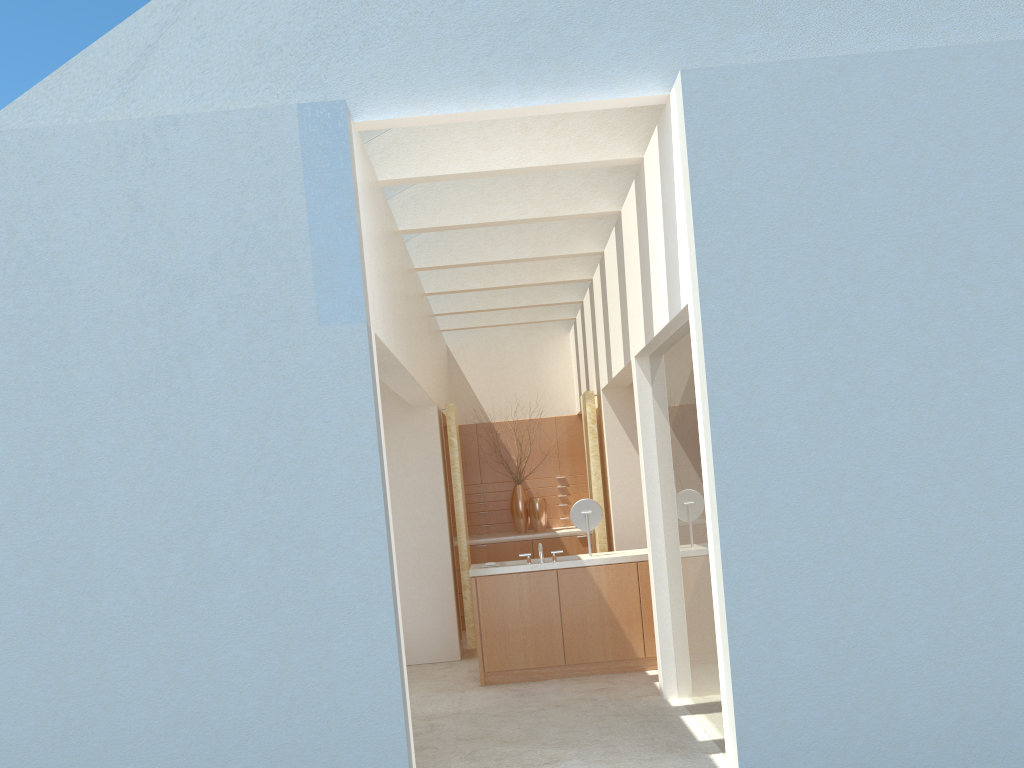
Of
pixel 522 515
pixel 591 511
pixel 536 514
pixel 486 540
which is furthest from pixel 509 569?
pixel 522 515

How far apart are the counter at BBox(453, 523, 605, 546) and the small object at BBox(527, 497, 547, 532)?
0.23m

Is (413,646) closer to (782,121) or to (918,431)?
(918,431)

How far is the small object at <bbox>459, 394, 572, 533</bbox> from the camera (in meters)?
24.37

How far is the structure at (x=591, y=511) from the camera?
17.14m

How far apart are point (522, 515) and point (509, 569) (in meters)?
7.83

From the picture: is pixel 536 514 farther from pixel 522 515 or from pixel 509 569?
pixel 509 569

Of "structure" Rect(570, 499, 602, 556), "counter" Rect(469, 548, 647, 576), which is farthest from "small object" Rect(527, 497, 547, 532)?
"structure" Rect(570, 499, 602, 556)

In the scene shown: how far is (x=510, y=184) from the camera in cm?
1505

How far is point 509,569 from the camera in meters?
16.5
